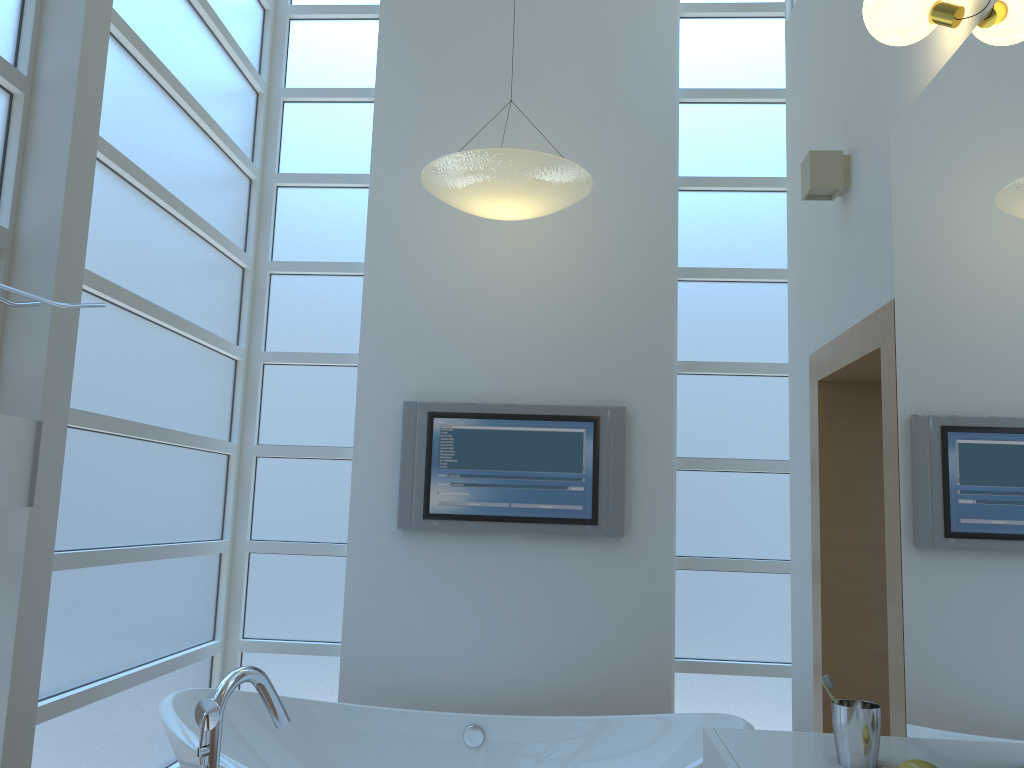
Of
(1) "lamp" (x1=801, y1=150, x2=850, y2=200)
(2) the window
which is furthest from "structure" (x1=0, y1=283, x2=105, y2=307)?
(1) "lamp" (x1=801, y1=150, x2=850, y2=200)

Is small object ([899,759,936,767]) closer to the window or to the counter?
the counter

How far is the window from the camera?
2.7m

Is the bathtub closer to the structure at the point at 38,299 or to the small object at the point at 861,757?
the small object at the point at 861,757

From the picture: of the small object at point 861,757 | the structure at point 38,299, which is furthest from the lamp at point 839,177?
the structure at point 38,299

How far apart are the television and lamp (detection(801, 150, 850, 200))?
1.20m

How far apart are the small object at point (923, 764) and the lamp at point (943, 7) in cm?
139

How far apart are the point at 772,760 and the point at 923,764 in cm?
29

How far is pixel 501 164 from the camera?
2.93m

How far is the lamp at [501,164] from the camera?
2.9 meters
